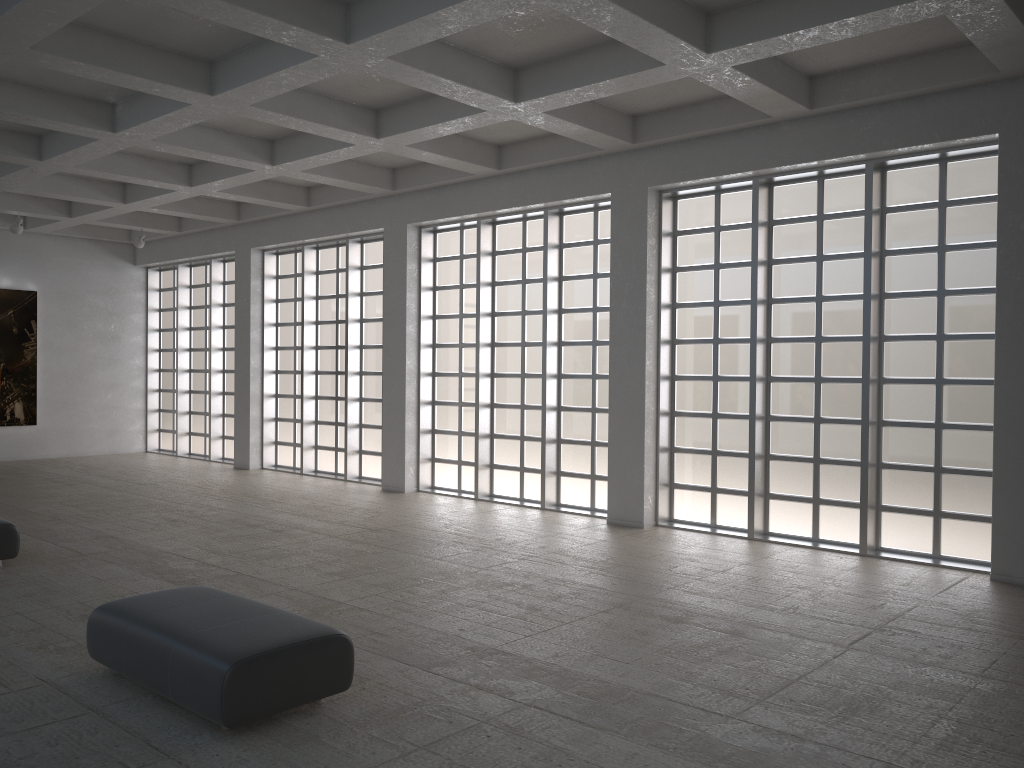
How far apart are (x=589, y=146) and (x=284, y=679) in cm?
1504
